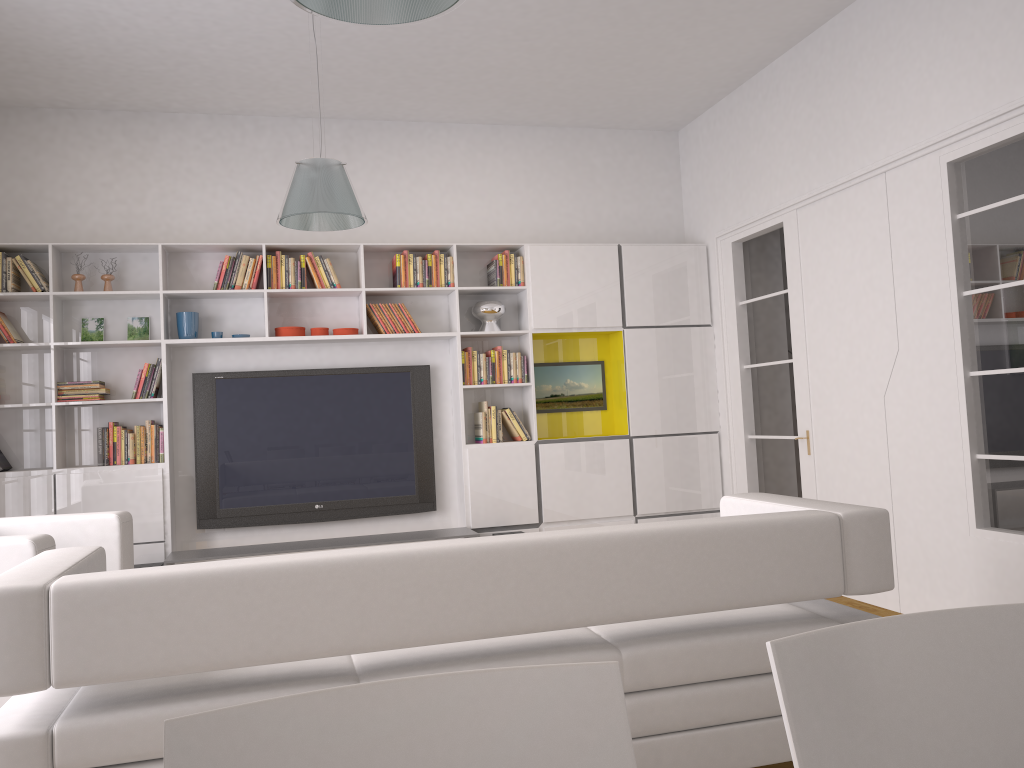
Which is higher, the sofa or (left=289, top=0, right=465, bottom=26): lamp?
(left=289, top=0, right=465, bottom=26): lamp

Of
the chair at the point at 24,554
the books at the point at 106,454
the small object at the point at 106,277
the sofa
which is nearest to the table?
the books at the point at 106,454

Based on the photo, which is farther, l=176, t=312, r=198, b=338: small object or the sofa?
l=176, t=312, r=198, b=338: small object

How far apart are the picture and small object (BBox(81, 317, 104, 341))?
3.1 meters

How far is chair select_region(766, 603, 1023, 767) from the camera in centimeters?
103cm

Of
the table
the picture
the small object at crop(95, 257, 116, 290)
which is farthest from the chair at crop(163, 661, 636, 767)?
the picture

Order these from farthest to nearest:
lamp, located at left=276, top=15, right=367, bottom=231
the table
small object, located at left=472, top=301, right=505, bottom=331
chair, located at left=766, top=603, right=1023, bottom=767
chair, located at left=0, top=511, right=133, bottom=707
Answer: small object, located at left=472, top=301, right=505, bottom=331
the table
lamp, located at left=276, top=15, right=367, bottom=231
chair, located at left=0, top=511, right=133, bottom=707
chair, located at left=766, top=603, right=1023, bottom=767

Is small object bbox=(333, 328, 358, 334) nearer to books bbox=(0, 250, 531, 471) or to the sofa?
books bbox=(0, 250, 531, 471)

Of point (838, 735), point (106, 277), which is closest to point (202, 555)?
point (106, 277)

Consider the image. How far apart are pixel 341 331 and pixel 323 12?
4.1 meters
